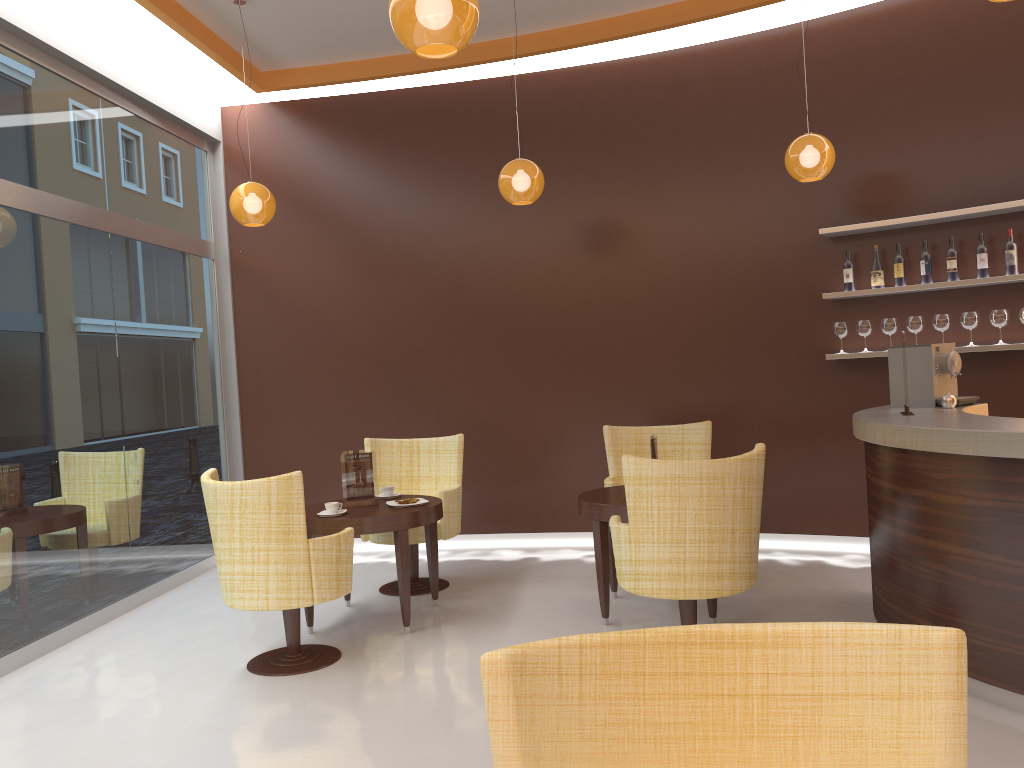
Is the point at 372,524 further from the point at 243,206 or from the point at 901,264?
the point at 901,264

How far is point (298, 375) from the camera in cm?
748

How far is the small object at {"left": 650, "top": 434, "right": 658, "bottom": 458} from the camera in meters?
5.1 m

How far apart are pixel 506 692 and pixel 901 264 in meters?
5.4

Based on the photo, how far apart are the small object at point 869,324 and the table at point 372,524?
3.1m

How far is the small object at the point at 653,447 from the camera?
5.1m

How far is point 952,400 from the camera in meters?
4.6

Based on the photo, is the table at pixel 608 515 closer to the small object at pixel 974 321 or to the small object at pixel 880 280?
the small object at pixel 880 280

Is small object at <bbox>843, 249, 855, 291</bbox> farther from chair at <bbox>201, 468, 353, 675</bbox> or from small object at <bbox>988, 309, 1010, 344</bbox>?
chair at <bbox>201, 468, 353, 675</bbox>

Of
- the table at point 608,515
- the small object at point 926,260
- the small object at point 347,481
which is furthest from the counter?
the small object at point 347,481
